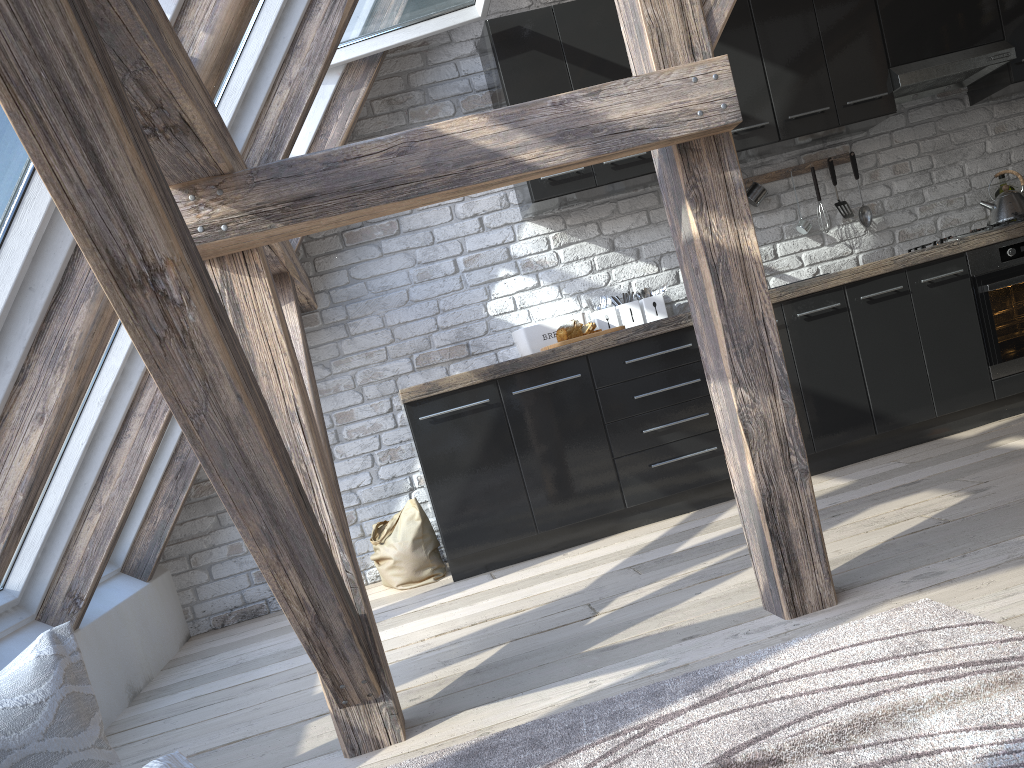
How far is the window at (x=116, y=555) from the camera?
3.7 meters

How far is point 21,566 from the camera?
2.7 meters

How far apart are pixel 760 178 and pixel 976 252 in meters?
1.1

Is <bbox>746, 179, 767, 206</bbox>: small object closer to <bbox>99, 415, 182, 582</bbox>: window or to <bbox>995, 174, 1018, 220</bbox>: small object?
<bbox>995, 174, 1018, 220</bbox>: small object

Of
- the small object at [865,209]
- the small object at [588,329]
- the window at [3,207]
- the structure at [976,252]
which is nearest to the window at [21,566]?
the window at [3,207]

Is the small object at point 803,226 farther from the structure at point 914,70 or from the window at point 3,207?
the window at point 3,207

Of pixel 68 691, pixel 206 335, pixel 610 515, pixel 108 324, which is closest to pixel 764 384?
pixel 206 335

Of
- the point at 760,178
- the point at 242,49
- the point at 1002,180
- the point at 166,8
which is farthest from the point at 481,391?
the point at 1002,180

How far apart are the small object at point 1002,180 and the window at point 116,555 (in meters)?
4.25

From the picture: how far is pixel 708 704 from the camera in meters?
1.7
